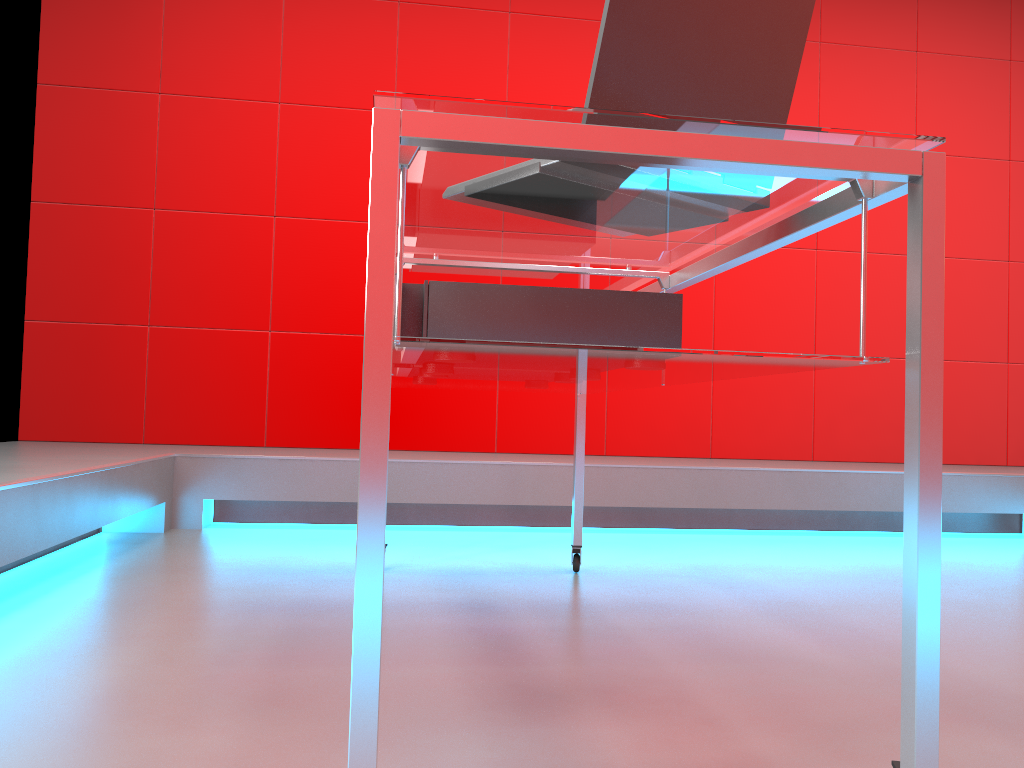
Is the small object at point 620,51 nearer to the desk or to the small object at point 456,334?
the desk

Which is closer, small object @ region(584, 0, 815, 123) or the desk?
the desk

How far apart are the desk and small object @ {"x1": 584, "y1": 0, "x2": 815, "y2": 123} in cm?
6

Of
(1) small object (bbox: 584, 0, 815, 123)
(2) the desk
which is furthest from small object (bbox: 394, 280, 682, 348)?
(1) small object (bbox: 584, 0, 815, 123)

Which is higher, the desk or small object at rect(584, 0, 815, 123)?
small object at rect(584, 0, 815, 123)

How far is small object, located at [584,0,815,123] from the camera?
0.97m

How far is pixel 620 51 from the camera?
1.0m

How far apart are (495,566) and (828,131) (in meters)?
1.78

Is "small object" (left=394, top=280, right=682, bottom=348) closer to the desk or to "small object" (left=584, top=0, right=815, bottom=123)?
the desk

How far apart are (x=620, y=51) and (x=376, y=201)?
0.4m
